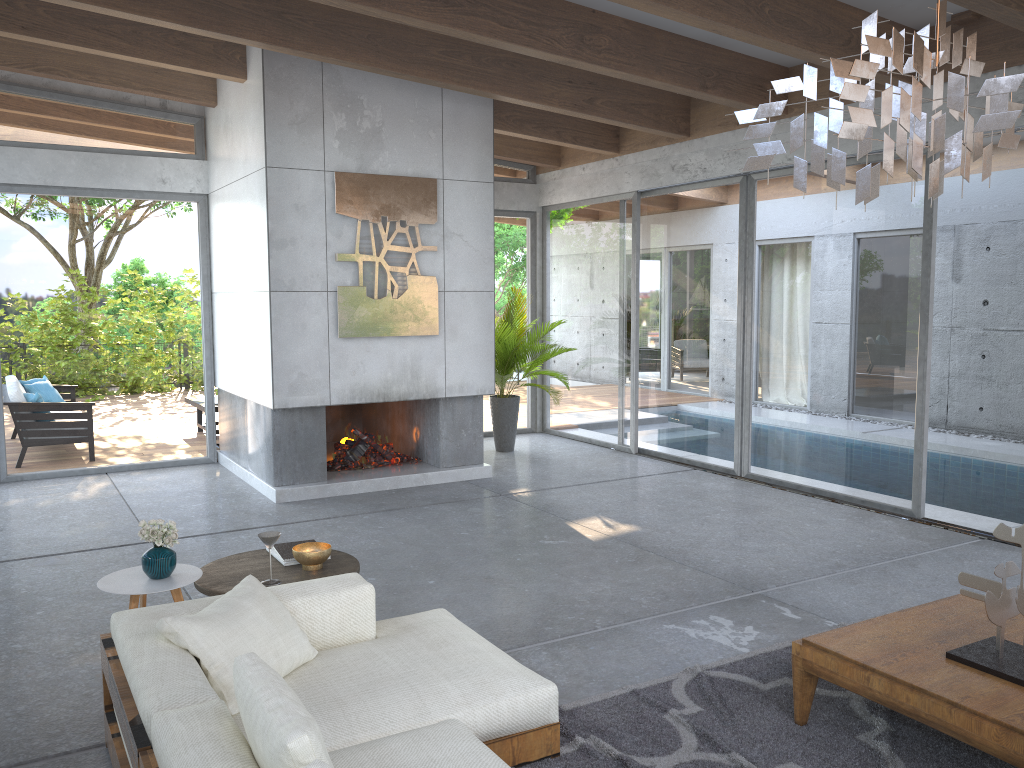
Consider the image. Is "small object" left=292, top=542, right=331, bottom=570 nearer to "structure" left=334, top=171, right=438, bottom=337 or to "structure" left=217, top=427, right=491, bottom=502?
"structure" left=217, top=427, right=491, bottom=502

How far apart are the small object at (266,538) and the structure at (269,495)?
3.5m

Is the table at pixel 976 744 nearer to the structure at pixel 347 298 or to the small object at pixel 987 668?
the small object at pixel 987 668

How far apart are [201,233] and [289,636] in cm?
645

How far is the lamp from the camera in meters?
2.3 m

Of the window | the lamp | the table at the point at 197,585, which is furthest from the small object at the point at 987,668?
the window

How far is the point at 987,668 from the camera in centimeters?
308cm

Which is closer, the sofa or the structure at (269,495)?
the sofa

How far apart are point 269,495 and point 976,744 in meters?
5.7 m

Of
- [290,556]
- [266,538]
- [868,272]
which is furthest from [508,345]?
[266,538]
